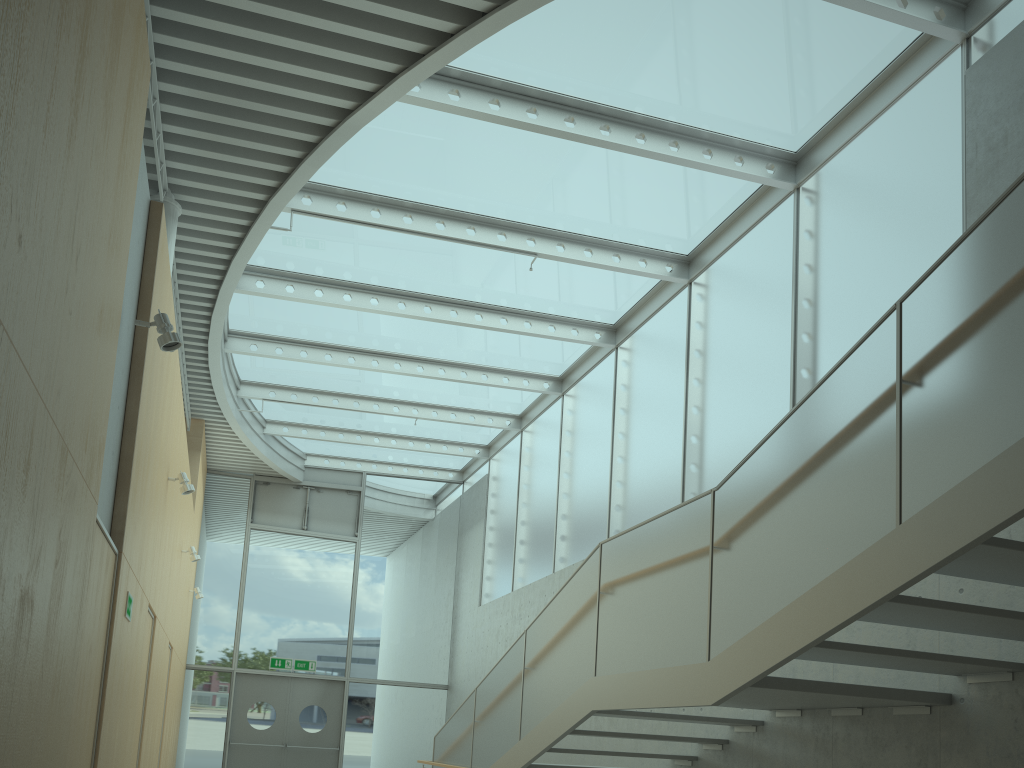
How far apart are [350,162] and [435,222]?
1.1m

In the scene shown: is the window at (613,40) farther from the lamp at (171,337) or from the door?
the door

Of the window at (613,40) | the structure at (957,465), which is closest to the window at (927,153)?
the window at (613,40)

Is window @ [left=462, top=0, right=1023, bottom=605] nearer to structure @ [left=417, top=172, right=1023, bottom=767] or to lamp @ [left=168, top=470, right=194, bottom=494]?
structure @ [left=417, top=172, right=1023, bottom=767]

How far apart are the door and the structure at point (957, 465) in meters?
5.5 m

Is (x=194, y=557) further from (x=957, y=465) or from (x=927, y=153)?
(x=957, y=465)

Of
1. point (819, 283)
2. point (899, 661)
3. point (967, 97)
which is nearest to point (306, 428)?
point (819, 283)

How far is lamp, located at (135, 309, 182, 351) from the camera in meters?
4.6 m

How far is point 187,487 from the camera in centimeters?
714cm

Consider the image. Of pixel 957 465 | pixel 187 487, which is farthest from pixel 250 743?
pixel 957 465
